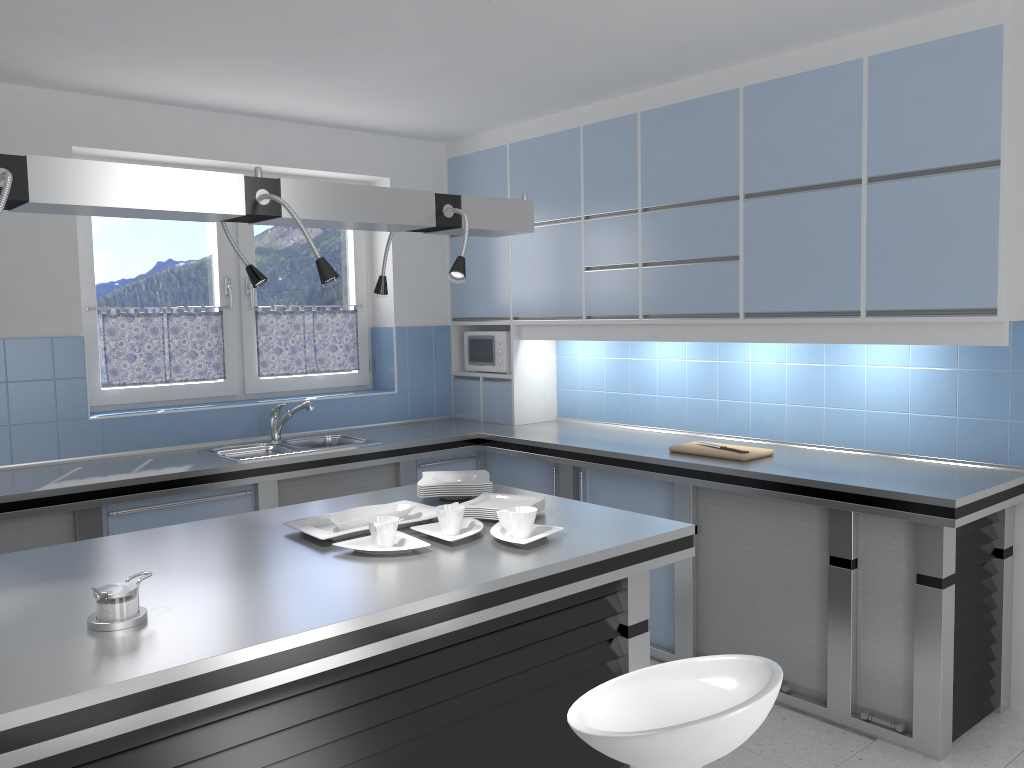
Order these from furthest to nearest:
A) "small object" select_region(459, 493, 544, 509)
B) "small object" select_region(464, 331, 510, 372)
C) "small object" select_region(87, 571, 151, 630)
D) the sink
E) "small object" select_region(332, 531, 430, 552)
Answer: "small object" select_region(464, 331, 510, 372) < the sink < "small object" select_region(459, 493, 544, 509) < "small object" select_region(332, 531, 430, 552) < "small object" select_region(87, 571, 151, 630)

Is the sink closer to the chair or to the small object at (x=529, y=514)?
the small object at (x=529, y=514)

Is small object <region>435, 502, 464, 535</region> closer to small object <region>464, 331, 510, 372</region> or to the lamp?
the lamp

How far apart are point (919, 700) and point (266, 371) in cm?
368

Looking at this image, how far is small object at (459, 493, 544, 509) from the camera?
2.92m

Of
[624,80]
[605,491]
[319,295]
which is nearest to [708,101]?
[624,80]

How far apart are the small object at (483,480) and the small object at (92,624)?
1.20m

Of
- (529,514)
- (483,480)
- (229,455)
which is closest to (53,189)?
(529,514)

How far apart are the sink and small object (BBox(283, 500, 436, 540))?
1.50m

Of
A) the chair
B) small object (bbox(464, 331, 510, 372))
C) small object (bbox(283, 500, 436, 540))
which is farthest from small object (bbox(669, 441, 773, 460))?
the chair
